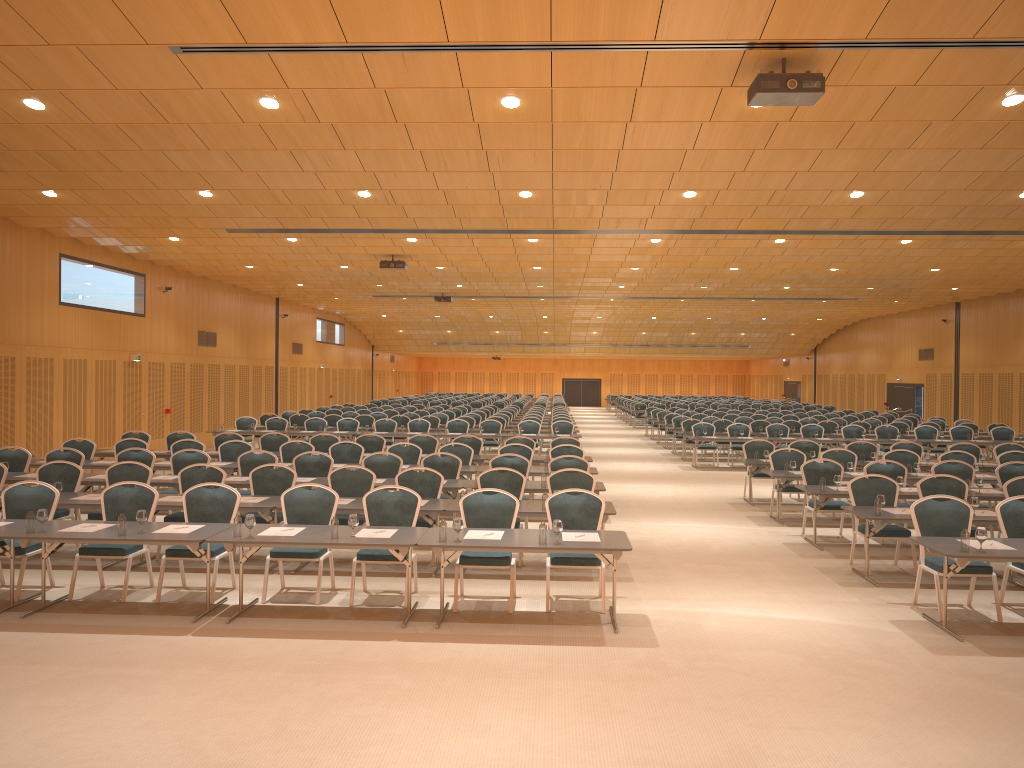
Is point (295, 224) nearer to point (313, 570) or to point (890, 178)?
point (313, 570)

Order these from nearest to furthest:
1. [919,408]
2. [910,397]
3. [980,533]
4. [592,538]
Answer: [980,533] < [592,538] < [919,408] < [910,397]

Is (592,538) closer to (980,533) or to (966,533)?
(966,533)

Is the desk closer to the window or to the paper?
the paper

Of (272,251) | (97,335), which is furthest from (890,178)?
(97,335)

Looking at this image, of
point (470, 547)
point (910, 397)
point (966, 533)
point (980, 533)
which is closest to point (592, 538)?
point (470, 547)

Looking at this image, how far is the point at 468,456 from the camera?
15.1m

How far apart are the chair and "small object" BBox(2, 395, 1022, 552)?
0.57m

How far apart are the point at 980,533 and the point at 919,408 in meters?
29.9

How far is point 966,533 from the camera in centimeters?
766cm
